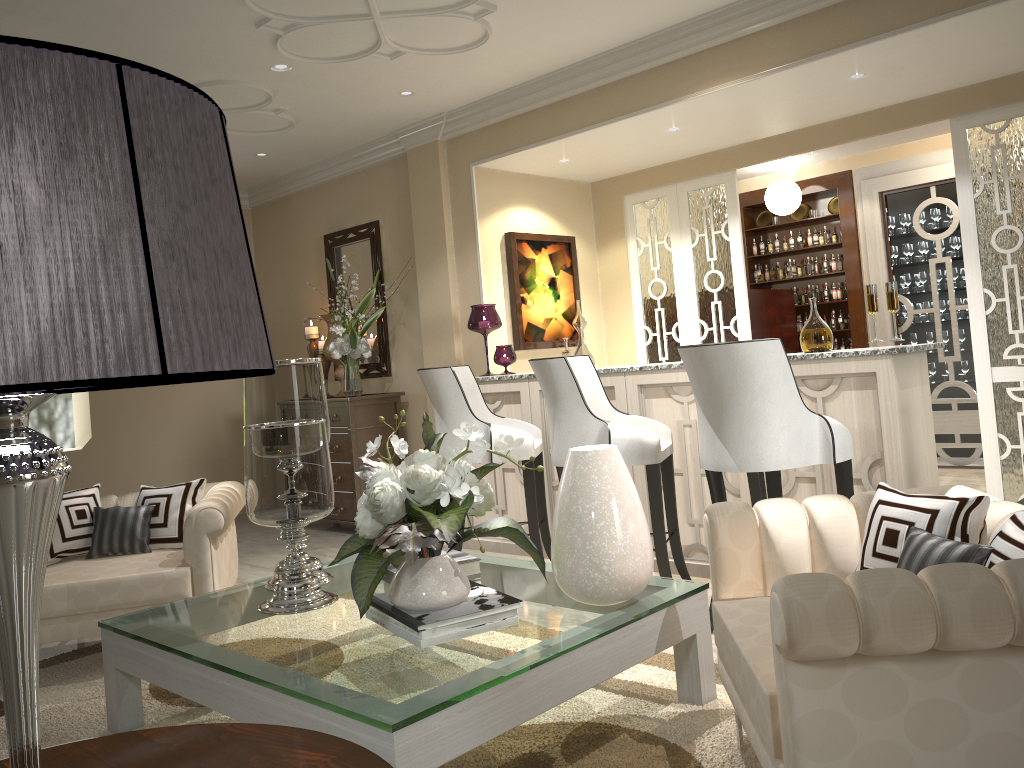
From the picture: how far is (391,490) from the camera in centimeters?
207cm

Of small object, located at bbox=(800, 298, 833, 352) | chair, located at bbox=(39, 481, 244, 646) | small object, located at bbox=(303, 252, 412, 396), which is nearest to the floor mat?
chair, located at bbox=(39, 481, 244, 646)

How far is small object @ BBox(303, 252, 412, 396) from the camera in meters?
5.2

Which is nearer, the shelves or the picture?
the picture

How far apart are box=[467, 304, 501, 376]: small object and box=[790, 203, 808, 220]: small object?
3.00m

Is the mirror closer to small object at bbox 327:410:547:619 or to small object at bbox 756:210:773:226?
small object at bbox 756:210:773:226

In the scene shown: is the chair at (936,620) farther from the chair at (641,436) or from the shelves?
the shelves

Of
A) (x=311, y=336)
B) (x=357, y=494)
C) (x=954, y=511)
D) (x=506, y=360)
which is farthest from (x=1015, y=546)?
(x=311, y=336)

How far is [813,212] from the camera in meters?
6.3 m

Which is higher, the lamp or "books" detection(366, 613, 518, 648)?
the lamp
